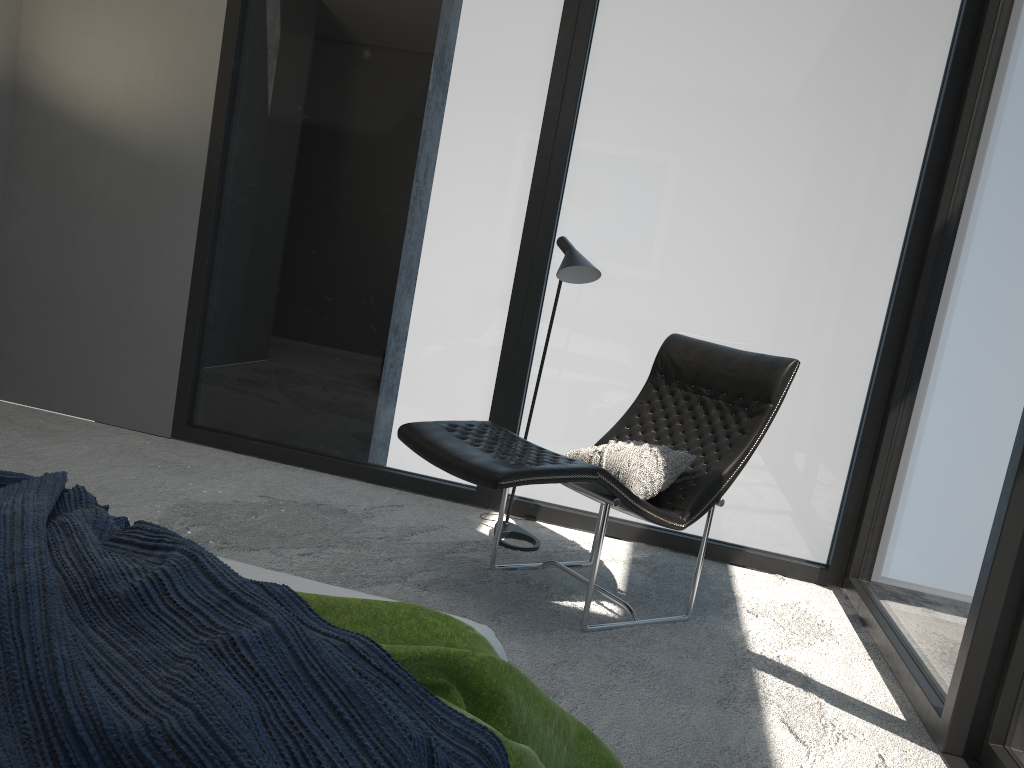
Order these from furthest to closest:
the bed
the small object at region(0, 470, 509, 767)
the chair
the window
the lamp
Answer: the lamp → the window → the chair → the bed → the small object at region(0, 470, 509, 767)

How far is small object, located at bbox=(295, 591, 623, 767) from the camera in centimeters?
129cm

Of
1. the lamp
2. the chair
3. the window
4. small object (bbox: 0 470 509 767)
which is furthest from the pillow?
small object (bbox: 0 470 509 767)

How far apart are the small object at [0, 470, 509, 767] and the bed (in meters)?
0.20

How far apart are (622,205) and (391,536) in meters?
1.8 m

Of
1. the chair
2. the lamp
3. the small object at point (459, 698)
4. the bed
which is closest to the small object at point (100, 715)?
the small object at point (459, 698)

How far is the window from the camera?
3.03m

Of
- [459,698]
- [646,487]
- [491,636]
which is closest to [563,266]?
[646,487]

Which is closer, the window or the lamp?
the window

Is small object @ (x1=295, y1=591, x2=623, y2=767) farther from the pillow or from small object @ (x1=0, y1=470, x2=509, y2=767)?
the pillow
